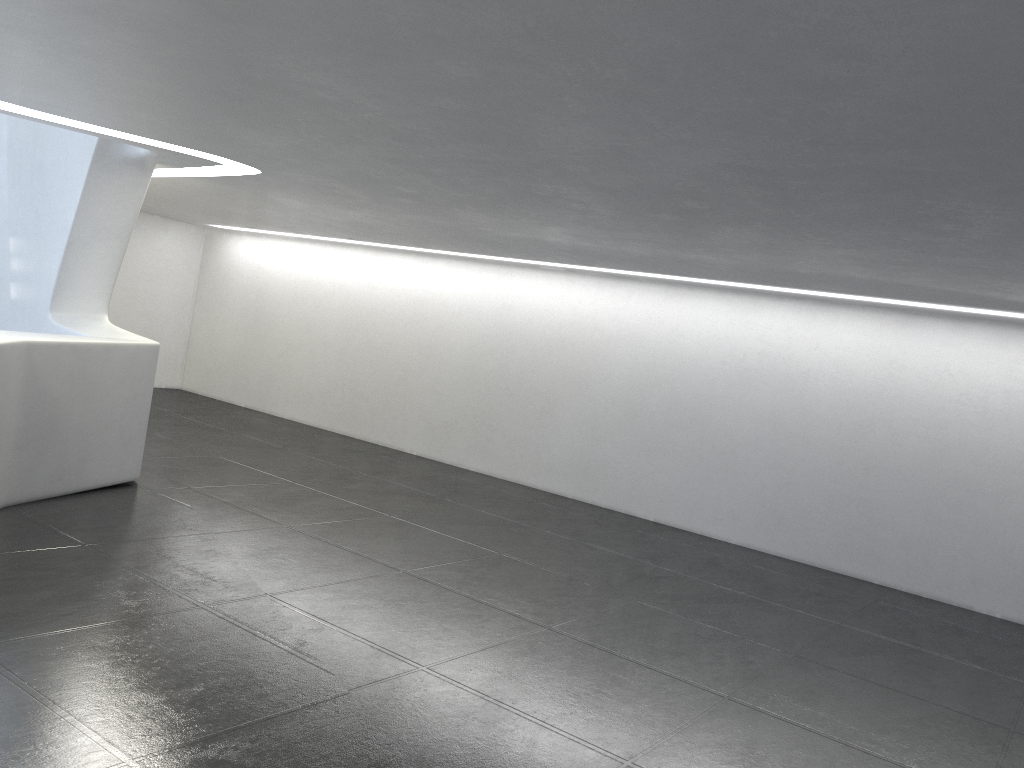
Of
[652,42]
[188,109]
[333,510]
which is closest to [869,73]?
[652,42]
